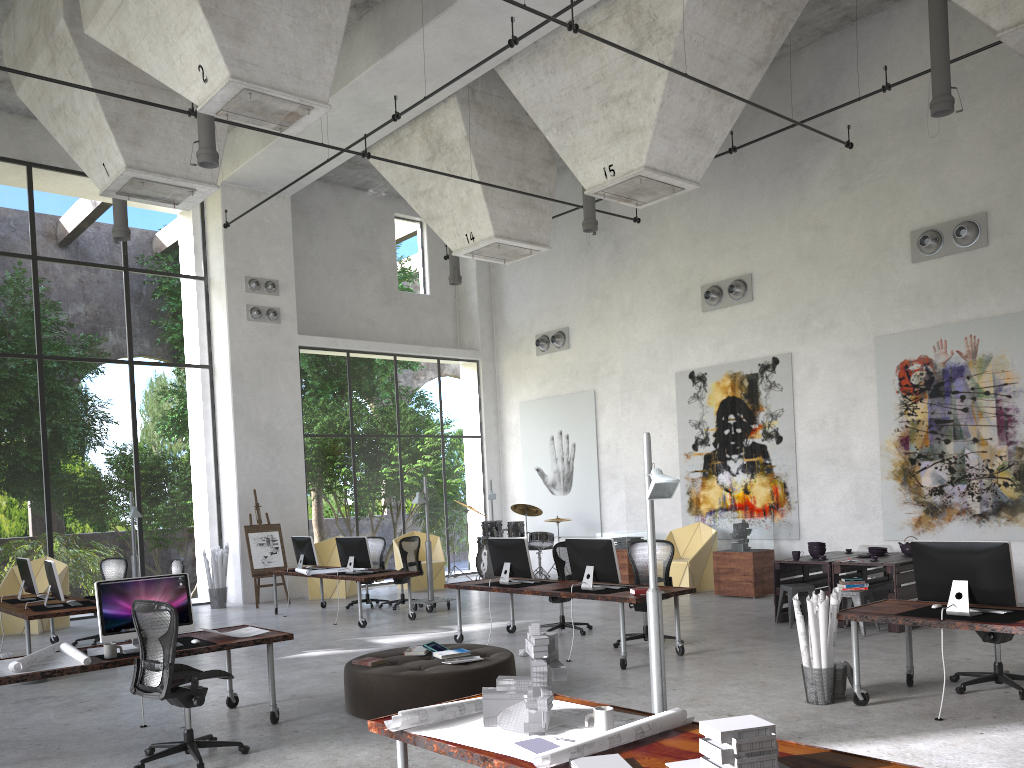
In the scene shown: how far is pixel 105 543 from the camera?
30.45m

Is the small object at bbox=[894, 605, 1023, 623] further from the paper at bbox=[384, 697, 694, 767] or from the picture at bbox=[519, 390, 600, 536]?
the picture at bbox=[519, 390, 600, 536]

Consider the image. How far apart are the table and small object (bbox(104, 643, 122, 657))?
7.7m

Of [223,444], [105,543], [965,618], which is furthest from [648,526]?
[105,543]

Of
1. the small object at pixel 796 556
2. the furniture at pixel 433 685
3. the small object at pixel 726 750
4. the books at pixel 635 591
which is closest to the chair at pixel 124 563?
the furniture at pixel 433 685

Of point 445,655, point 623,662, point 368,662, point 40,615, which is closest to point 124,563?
point 40,615

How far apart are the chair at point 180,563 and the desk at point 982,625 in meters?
8.1 m

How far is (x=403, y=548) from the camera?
14.2m

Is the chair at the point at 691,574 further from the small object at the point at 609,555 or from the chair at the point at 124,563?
the chair at the point at 124,563

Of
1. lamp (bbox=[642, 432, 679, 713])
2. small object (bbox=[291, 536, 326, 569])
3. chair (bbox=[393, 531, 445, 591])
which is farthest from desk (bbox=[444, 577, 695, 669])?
chair (bbox=[393, 531, 445, 591])
